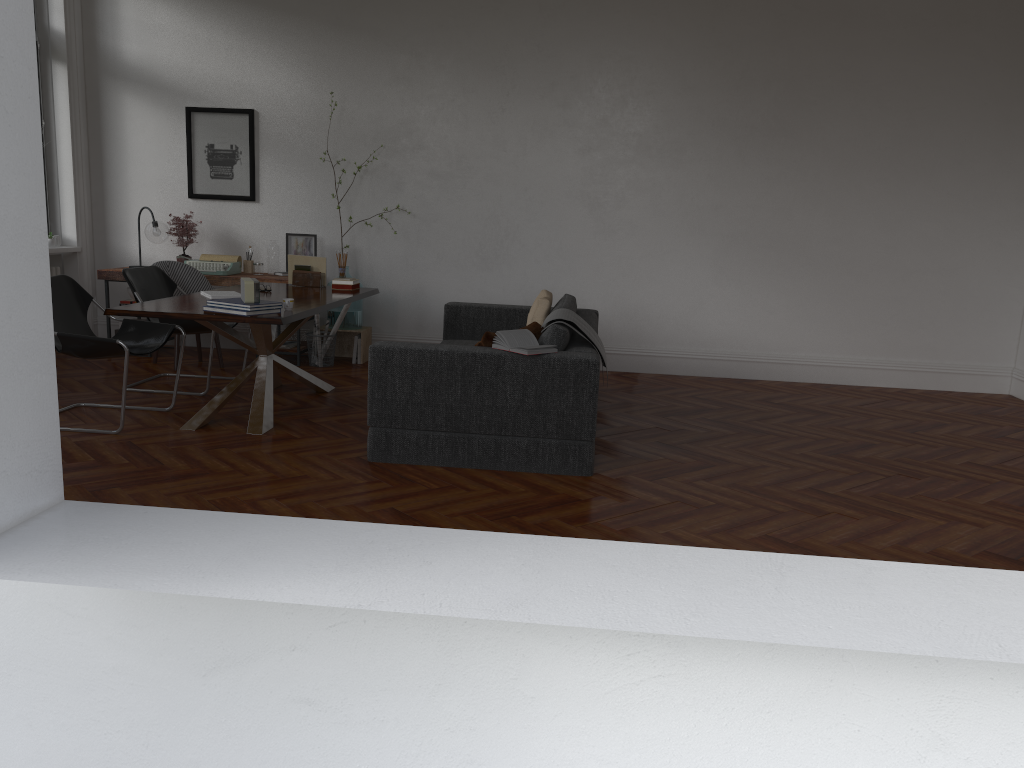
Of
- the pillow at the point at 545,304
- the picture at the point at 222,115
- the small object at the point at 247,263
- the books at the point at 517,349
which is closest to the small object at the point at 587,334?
the books at the point at 517,349

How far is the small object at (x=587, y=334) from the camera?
5.1 meters

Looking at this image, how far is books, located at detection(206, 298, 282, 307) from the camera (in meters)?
4.95

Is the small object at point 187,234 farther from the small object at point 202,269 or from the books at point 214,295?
the books at point 214,295

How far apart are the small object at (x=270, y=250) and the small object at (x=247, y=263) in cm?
21

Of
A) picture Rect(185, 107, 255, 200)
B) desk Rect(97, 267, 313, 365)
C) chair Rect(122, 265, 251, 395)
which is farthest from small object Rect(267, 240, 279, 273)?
chair Rect(122, 265, 251, 395)

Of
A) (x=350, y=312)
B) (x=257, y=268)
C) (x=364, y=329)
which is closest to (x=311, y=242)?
(x=257, y=268)

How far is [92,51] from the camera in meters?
8.1 m

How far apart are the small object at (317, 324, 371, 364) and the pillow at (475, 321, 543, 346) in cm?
318

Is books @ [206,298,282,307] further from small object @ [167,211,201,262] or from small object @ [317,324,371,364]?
small object @ [167,211,201,262]
